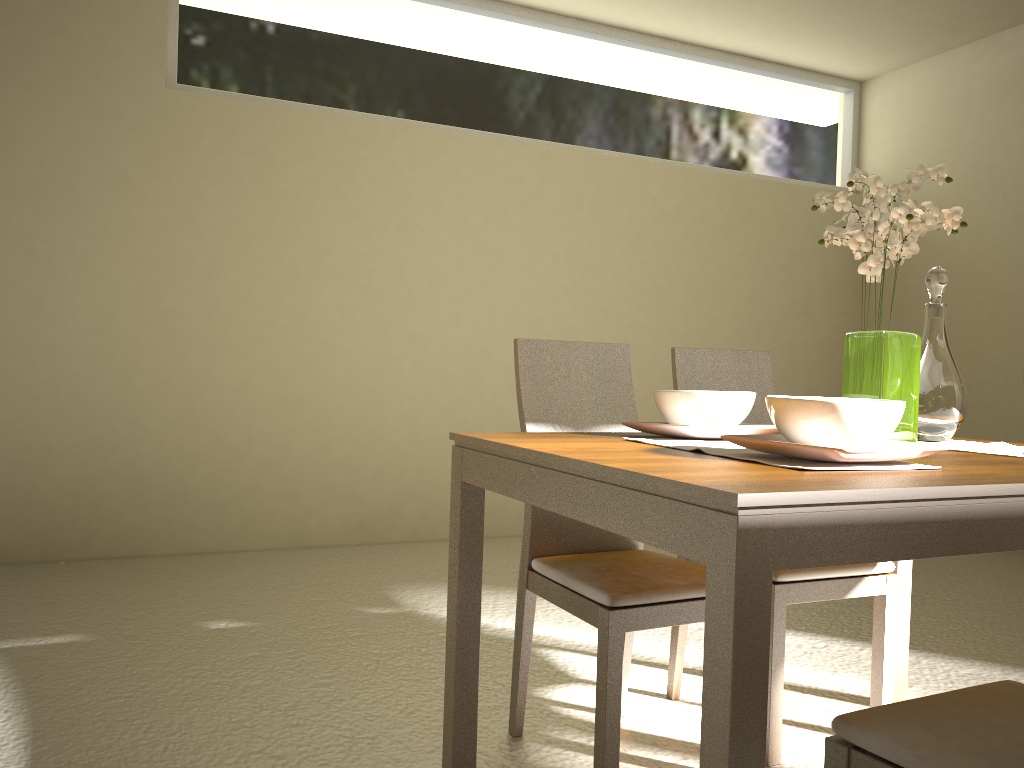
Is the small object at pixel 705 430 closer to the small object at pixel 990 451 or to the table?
the table

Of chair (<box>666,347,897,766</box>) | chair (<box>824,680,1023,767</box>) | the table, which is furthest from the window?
chair (<box>824,680,1023,767</box>)

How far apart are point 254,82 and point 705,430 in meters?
3.5

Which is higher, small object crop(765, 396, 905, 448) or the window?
the window

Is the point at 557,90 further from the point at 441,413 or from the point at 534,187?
the point at 441,413

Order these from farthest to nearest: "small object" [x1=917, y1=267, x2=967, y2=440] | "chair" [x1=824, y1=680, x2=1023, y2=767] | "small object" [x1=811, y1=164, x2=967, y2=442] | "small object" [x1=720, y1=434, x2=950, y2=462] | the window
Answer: the window, "small object" [x1=917, y1=267, x2=967, y2=440], "small object" [x1=811, y1=164, x2=967, y2=442], "small object" [x1=720, y1=434, x2=950, y2=462], "chair" [x1=824, y1=680, x2=1023, y2=767]

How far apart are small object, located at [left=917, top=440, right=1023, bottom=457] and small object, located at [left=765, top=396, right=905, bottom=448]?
0.56m

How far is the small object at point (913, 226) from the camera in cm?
184

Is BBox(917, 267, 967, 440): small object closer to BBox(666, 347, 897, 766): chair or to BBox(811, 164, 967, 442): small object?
BBox(811, 164, 967, 442): small object

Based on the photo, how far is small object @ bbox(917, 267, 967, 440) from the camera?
2.11m
